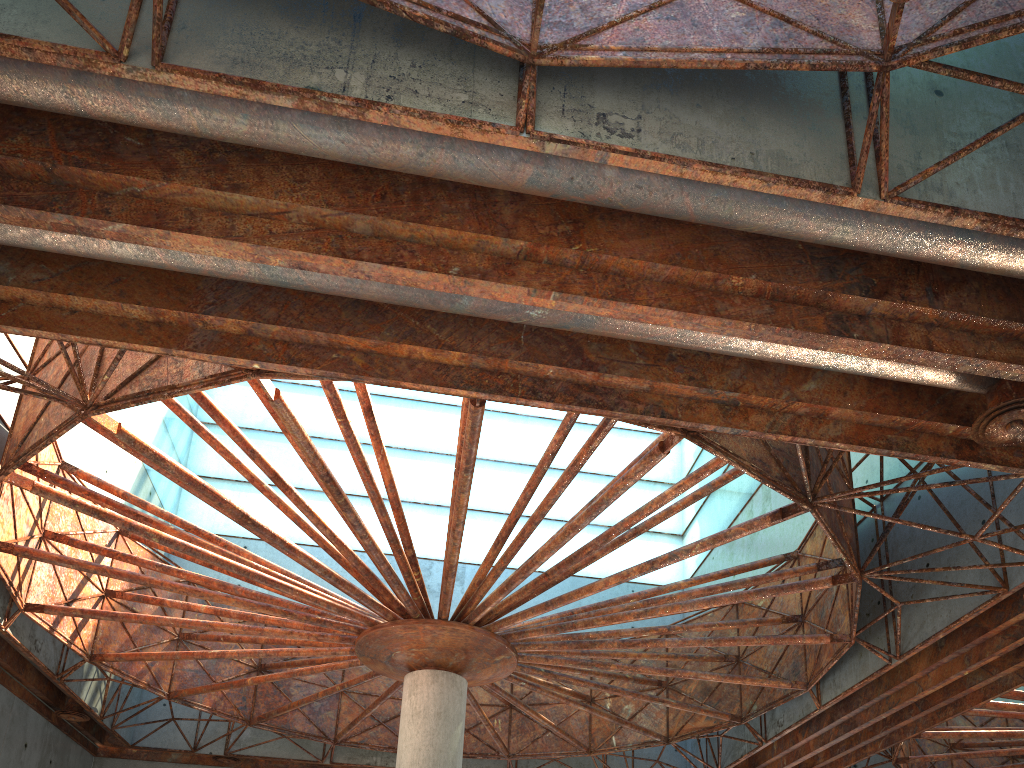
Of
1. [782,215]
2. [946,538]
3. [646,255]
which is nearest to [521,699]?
[946,538]
